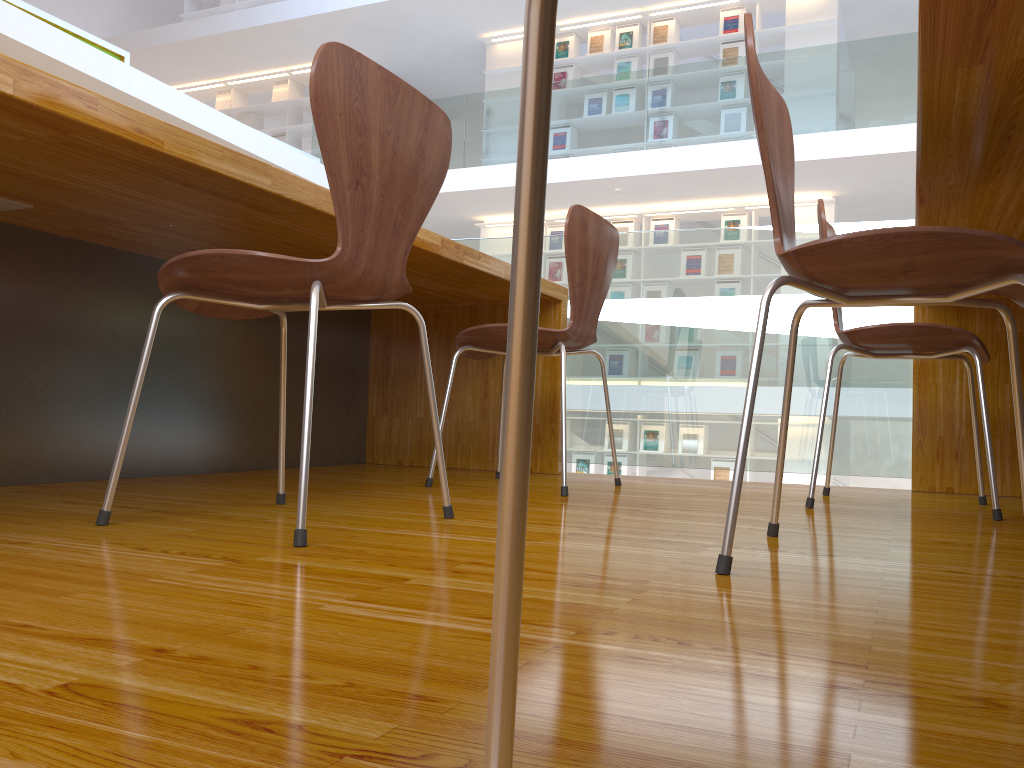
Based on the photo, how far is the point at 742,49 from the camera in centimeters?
866cm

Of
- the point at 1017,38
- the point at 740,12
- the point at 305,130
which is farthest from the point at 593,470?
the point at 1017,38

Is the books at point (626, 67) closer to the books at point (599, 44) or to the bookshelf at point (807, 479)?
the books at point (599, 44)

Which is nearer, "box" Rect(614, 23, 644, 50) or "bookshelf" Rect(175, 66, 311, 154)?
"box" Rect(614, 23, 644, 50)

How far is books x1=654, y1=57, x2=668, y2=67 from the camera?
9.0m

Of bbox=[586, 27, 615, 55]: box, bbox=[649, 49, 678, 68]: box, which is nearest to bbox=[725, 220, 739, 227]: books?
bbox=[649, 49, 678, 68]: box

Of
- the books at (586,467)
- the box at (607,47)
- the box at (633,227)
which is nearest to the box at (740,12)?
A: the box at (607,47)

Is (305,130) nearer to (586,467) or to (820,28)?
(586,467)

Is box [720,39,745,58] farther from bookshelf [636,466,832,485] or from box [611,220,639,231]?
bookshelf [636,466,832,485]

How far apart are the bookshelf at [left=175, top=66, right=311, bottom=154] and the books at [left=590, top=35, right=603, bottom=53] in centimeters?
367cm
